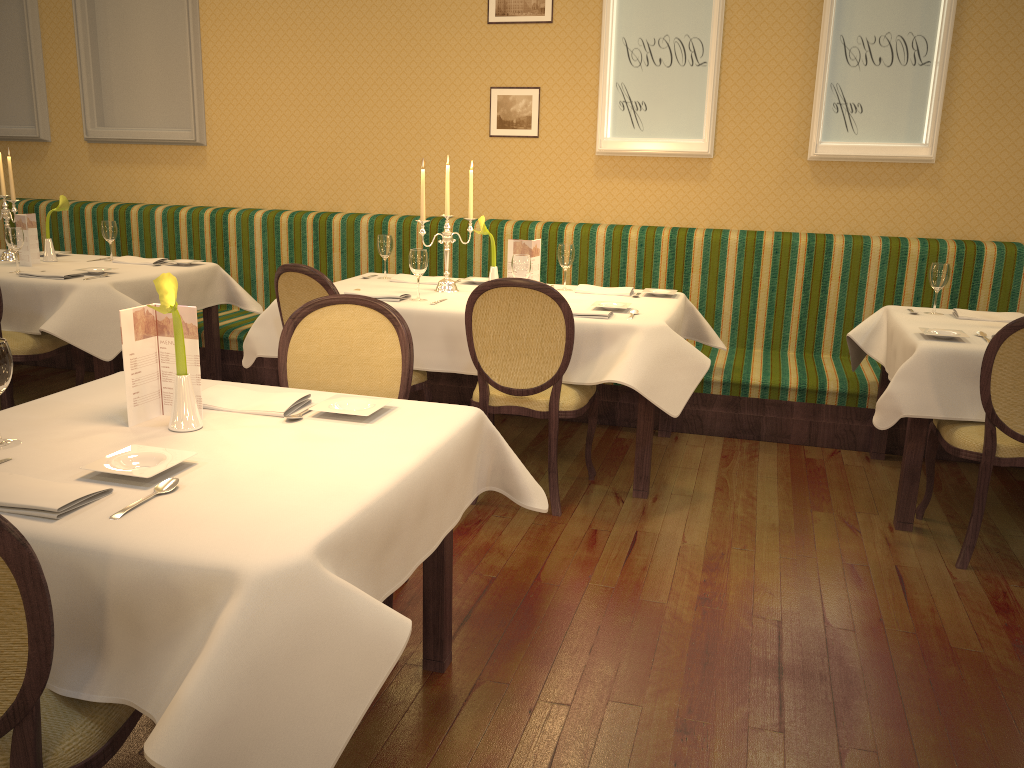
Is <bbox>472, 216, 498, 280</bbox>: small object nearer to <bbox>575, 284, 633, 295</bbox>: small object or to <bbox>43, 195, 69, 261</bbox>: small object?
<bbox>575, 284, 633, 295</bbox>: small object

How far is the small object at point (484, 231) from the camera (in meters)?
4.15

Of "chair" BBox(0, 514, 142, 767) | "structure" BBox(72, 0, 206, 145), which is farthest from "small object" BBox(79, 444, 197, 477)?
"structure" BBox(72, 0, 206, 145)

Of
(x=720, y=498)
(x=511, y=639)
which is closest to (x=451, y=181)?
(x=720, y=498)

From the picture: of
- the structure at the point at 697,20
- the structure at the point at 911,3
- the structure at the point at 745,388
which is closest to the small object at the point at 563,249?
the structure at the point at 745,388

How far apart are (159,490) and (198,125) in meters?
4.9 m

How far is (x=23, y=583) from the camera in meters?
1.2

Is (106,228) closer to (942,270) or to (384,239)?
(384,239)

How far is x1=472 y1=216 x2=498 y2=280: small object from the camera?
4.2 meters

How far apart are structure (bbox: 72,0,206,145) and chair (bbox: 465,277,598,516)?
3.3m
